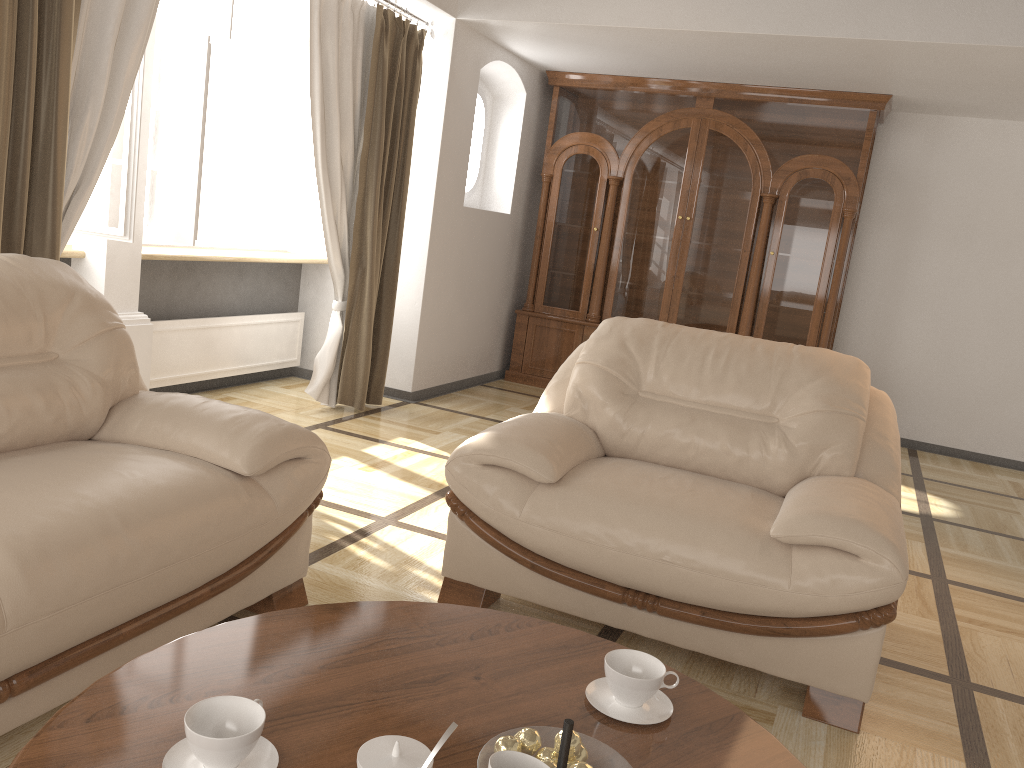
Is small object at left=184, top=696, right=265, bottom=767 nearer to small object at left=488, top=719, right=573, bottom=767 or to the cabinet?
small object at left=488, top=719, right=573, bottom=767

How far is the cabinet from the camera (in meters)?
5.87

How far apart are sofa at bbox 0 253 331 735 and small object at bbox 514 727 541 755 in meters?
1.0 m

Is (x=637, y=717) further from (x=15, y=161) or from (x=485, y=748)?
Result: (x=15, y=161)

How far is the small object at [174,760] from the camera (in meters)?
1.19

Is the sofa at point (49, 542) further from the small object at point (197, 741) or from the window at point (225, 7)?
the window at point (225, 7)

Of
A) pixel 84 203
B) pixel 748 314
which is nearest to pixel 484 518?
pixel 84 203

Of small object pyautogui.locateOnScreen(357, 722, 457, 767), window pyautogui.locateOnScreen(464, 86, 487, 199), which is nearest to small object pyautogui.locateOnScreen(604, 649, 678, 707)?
small object pyautogui.locateOnScreen(357, 722, 457, 767)

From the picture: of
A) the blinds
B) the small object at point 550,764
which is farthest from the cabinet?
the small object at point 550,764

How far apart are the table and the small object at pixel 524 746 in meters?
0.1 m
